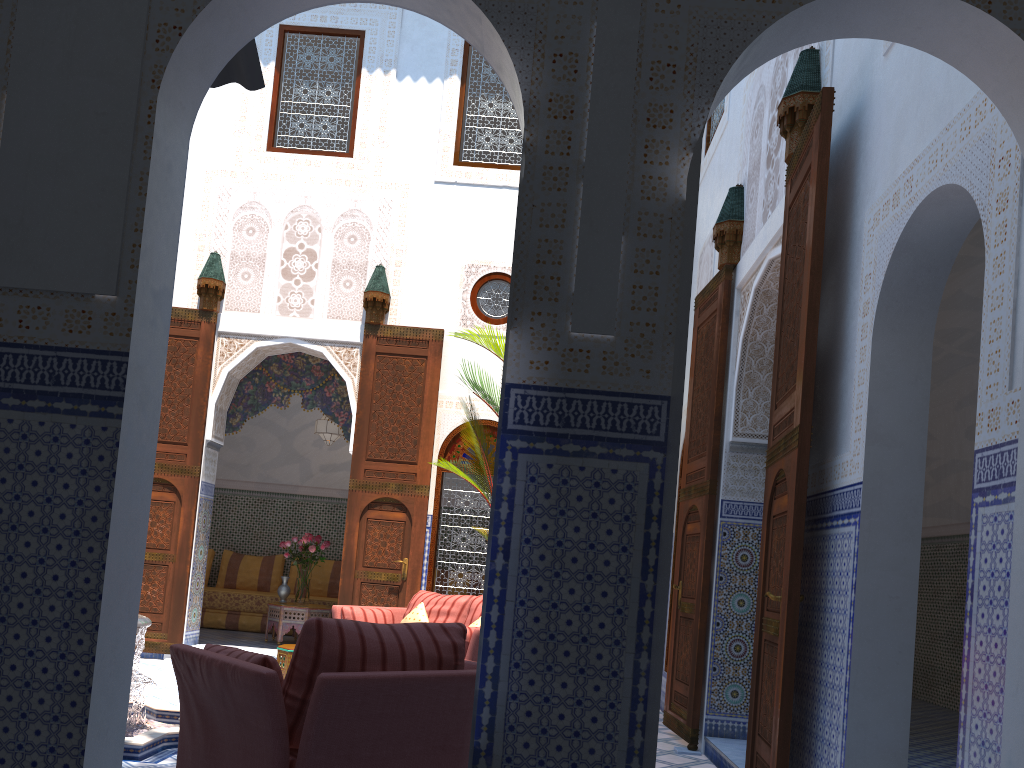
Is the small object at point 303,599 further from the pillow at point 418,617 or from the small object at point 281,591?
the pillow at point 418,617

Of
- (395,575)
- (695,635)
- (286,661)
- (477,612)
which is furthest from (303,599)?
(695,635)

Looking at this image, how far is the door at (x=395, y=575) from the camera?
6.1m

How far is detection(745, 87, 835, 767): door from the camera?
2.8 meters

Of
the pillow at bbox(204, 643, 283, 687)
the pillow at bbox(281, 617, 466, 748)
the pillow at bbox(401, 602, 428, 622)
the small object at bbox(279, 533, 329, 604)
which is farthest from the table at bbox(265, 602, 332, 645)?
the pillow at bbox(281, 617, 466, 748)

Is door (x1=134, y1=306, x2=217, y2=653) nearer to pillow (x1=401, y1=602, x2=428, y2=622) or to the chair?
pillow (x1=401, y1=602, x2=428, y2=622)

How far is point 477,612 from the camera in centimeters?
482cm

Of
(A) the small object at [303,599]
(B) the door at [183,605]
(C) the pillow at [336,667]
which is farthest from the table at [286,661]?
(C) the pillow at [336,667]

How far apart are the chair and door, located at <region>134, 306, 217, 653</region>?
3.84m

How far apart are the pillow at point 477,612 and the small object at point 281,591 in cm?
272
